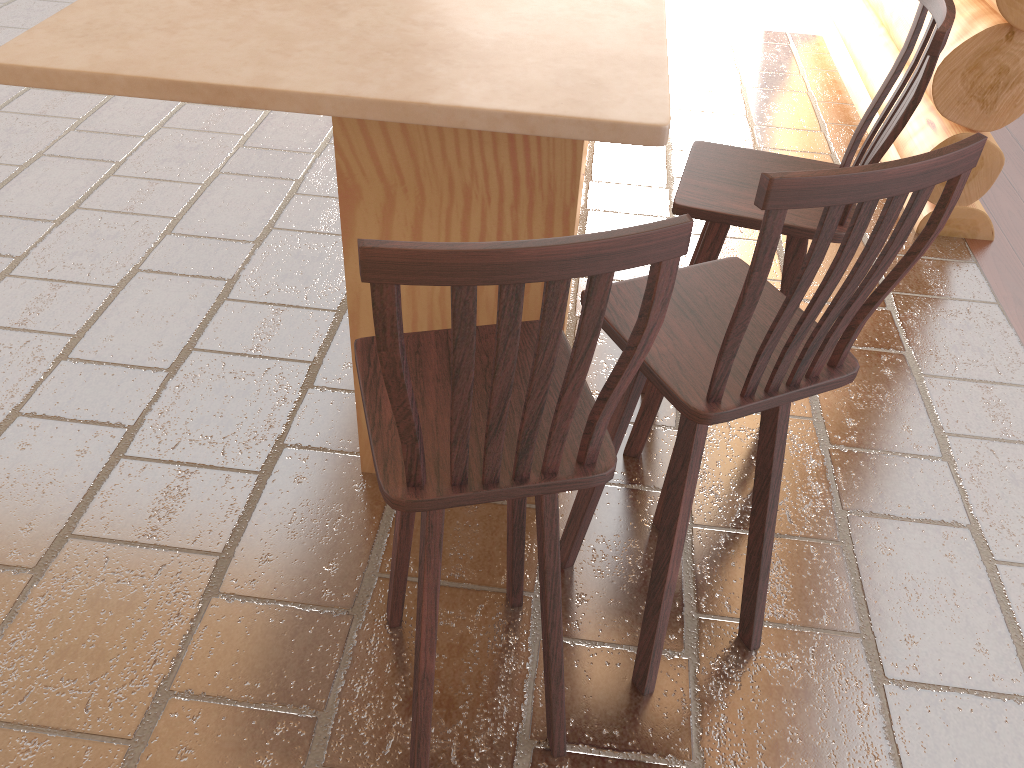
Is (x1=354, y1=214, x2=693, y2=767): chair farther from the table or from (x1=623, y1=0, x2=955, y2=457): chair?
(x1=623, y1=0, x2=955, y2=457): chair

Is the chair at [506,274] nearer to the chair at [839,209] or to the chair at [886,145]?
the chair at [839,209]

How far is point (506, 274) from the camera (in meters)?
1.03

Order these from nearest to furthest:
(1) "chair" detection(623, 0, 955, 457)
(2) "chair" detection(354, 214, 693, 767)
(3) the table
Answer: (2) "chair" detection(354, 214, 693, 767) → (3) the table → (1) "chair" detection(623, 0, 955, 457)

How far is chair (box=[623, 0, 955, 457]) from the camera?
1.9m

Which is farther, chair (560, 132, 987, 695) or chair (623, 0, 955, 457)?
chair (623, 0, 955, 457)

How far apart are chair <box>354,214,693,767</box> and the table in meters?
0.4 m

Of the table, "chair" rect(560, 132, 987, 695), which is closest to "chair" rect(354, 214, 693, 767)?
"chair" rect(560, 132, 987, 695)

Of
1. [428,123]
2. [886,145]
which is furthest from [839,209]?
[886,145]

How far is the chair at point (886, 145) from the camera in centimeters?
190cm
